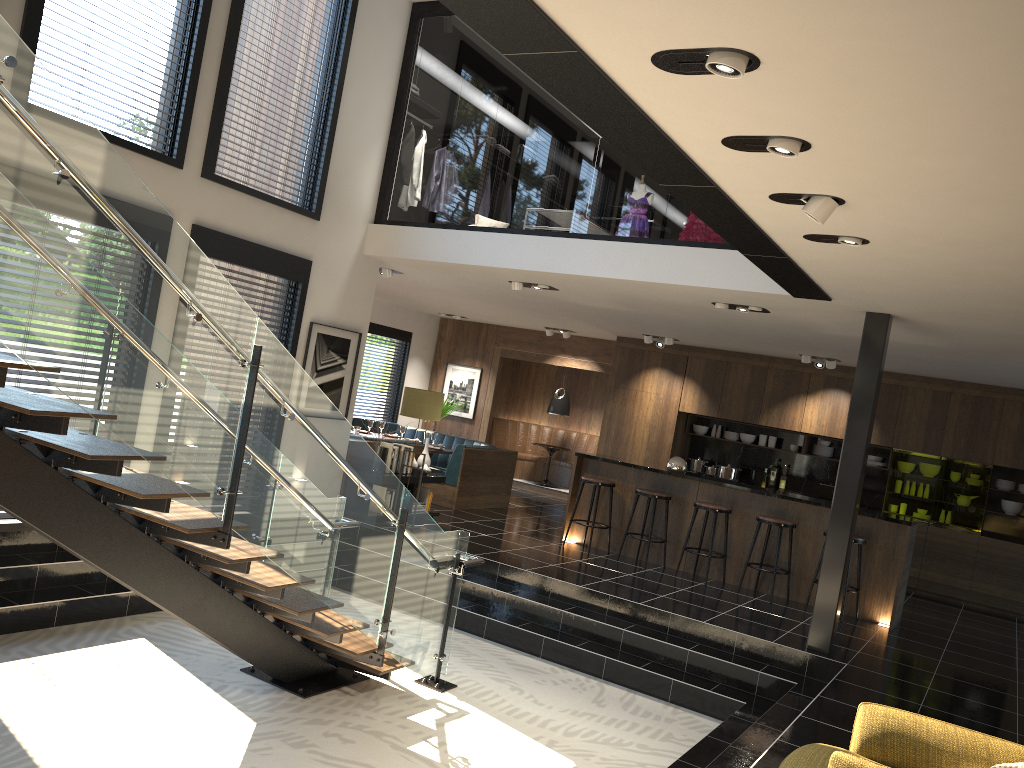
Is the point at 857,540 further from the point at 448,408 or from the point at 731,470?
the point at 448,408

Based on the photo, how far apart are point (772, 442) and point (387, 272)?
6.1m

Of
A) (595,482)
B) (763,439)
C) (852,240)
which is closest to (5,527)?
(595,482)

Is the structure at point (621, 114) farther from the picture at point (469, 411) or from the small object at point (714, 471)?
the picture at point (469, 411)

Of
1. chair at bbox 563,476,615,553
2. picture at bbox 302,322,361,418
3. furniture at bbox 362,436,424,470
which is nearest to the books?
furniture at bbox 362,436,424,470

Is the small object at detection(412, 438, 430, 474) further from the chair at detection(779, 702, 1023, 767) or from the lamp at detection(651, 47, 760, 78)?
the lamp at detection(651, 47, 760, 78)

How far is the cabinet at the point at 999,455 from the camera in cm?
1071

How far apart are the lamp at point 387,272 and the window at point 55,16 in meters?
3.5

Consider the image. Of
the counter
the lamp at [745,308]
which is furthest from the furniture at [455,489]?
the lamp at [745,308]

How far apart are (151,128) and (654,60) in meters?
5.4
